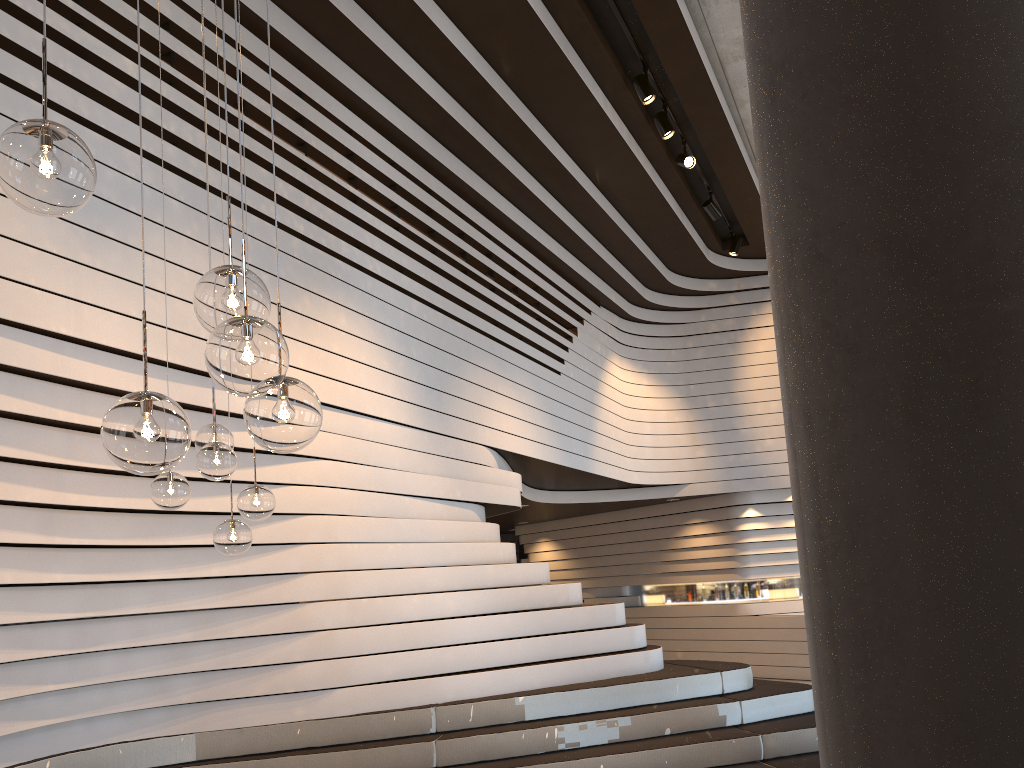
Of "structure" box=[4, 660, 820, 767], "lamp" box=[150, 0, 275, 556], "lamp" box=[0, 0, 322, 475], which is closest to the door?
"structure" box=[4, 660, 820, 767]

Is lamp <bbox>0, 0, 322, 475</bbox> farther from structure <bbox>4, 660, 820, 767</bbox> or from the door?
the door

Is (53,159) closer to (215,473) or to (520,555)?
(215,473)

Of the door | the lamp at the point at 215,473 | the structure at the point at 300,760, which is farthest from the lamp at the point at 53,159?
the door

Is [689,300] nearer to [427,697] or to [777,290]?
[427,697]

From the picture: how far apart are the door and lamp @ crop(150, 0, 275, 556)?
13.3m

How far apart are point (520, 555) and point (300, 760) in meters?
11.9

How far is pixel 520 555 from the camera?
16.84m

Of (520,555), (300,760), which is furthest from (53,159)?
(520,555)

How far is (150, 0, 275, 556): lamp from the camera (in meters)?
3.70
